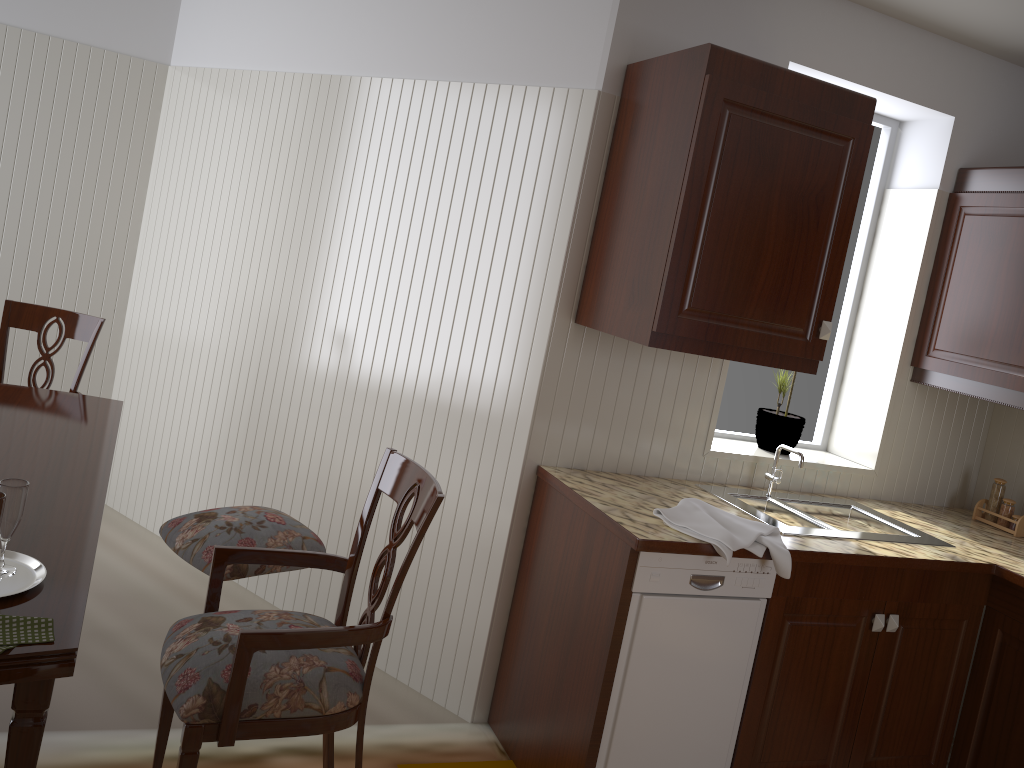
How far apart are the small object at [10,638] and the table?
0.0m

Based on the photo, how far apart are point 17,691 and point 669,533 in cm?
148

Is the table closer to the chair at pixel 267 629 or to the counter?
the chair at pixel 267 629

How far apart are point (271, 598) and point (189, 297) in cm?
128

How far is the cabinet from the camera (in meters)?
2.22

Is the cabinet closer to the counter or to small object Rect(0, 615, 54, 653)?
the counter

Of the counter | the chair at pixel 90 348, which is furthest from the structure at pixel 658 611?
the chair at pixel 90 348

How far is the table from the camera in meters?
1.3 m

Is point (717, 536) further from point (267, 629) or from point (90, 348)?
point (90, 348)

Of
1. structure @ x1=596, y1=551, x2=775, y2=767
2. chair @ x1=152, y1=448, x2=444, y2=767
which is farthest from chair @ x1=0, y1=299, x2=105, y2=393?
structure @ x1=596, y1=551, x2=775, y2=767
